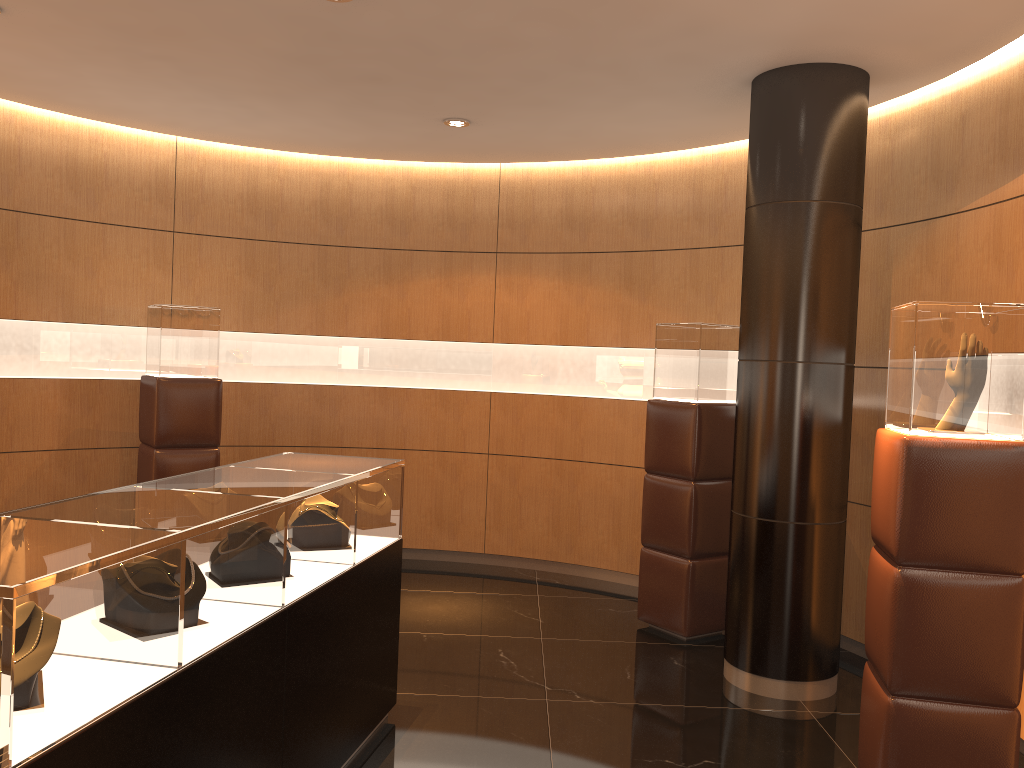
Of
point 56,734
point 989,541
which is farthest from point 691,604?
point 56,734

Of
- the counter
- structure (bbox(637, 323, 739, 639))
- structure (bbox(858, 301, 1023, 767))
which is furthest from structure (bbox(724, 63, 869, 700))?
the counter

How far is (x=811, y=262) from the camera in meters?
4.6

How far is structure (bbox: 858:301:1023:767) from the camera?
3.22m

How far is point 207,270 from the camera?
7.0 meters

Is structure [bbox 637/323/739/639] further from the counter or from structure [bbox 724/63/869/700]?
the counter

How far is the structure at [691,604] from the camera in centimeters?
552cm

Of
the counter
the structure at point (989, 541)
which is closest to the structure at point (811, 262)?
the structure at point (989, 541)

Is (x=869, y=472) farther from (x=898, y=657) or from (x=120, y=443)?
(x=120, y=443)

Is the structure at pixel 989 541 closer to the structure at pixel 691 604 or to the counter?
the structure at pixel 691 604
